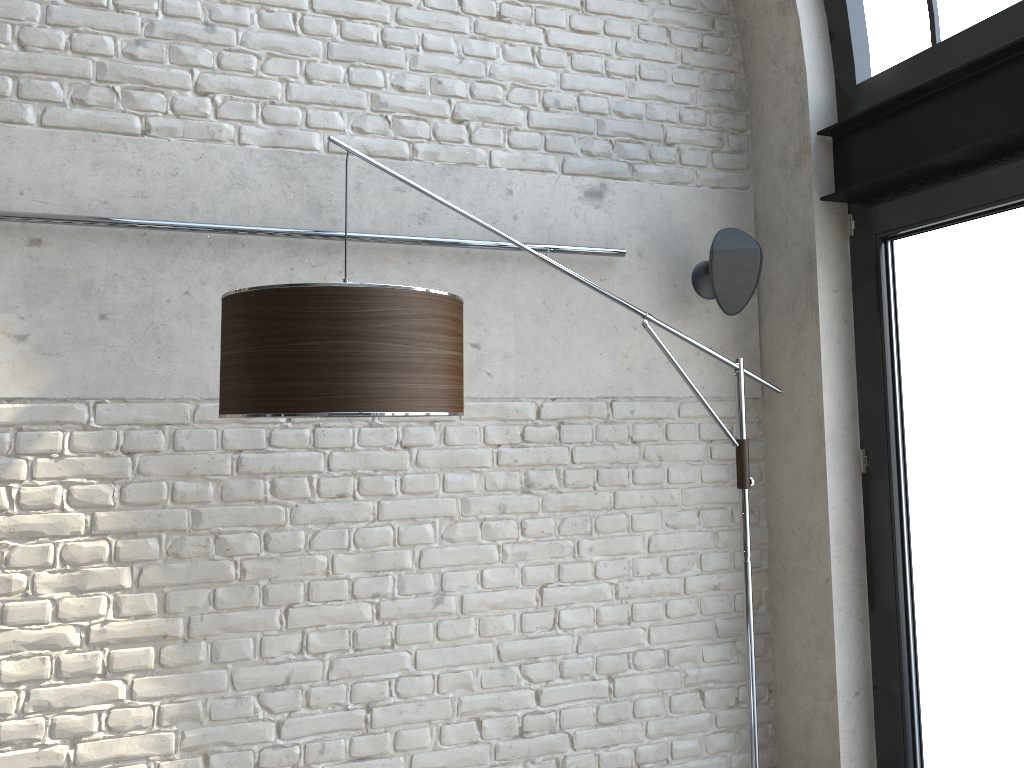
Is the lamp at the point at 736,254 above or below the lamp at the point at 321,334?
above

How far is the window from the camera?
2.55m

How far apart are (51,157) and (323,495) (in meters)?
1.25

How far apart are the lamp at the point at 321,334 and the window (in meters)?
0.31

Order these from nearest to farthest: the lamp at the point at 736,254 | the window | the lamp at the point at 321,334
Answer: the lamp at the point at 321,334
the window
the lamp at the point at 736,254

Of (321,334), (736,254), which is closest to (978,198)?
(736,254)

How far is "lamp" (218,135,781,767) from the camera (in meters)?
1.80

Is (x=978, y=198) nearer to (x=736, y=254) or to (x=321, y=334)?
(x=736, y=254)

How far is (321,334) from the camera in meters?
1.8

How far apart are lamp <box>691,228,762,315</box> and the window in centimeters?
35cm
